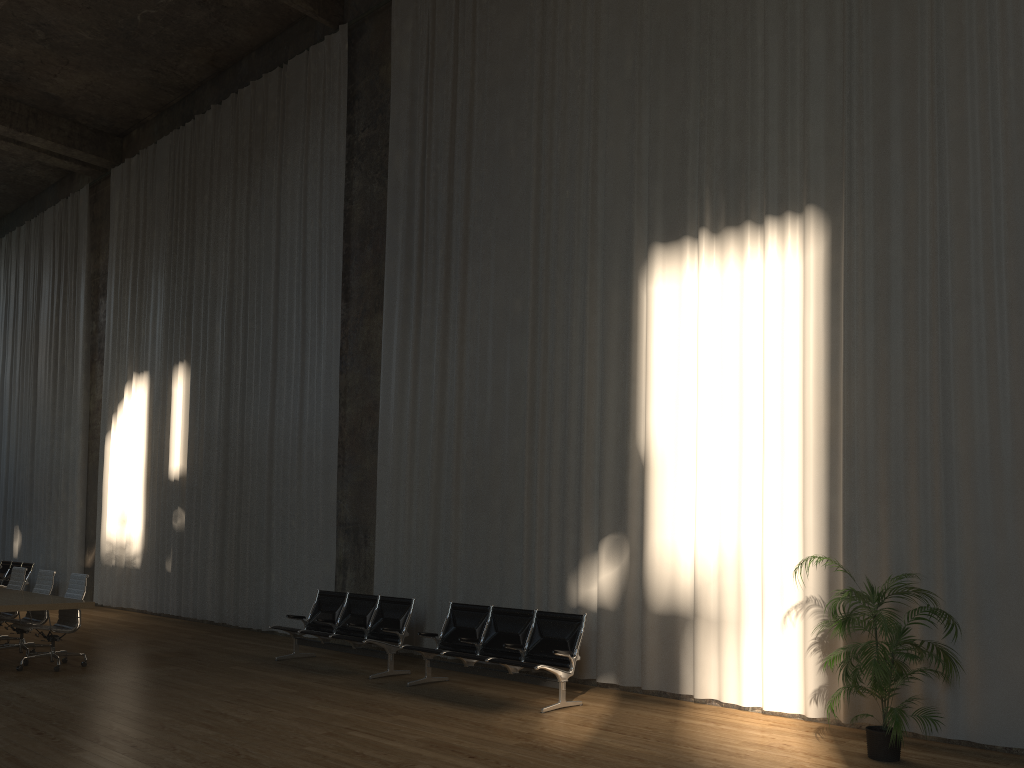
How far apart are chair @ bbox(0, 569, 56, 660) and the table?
0.26m

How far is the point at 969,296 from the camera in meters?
6.8

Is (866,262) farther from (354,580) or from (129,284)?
(129,284)

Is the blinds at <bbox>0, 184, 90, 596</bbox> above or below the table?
above

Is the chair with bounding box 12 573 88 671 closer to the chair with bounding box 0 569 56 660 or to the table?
the table

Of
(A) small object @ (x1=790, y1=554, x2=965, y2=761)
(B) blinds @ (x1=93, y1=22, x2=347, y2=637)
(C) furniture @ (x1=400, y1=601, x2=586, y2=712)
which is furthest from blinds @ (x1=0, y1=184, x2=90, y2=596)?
(A) small object @ (x1=790, y1=554, x2=965, y2=761)

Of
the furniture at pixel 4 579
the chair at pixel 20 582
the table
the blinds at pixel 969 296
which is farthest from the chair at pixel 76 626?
the furniture at pixel 4 579

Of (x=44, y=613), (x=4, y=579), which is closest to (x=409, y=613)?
(x=44, y=613)

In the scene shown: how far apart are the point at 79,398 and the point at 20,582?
8.17m

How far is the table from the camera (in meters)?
8.55
